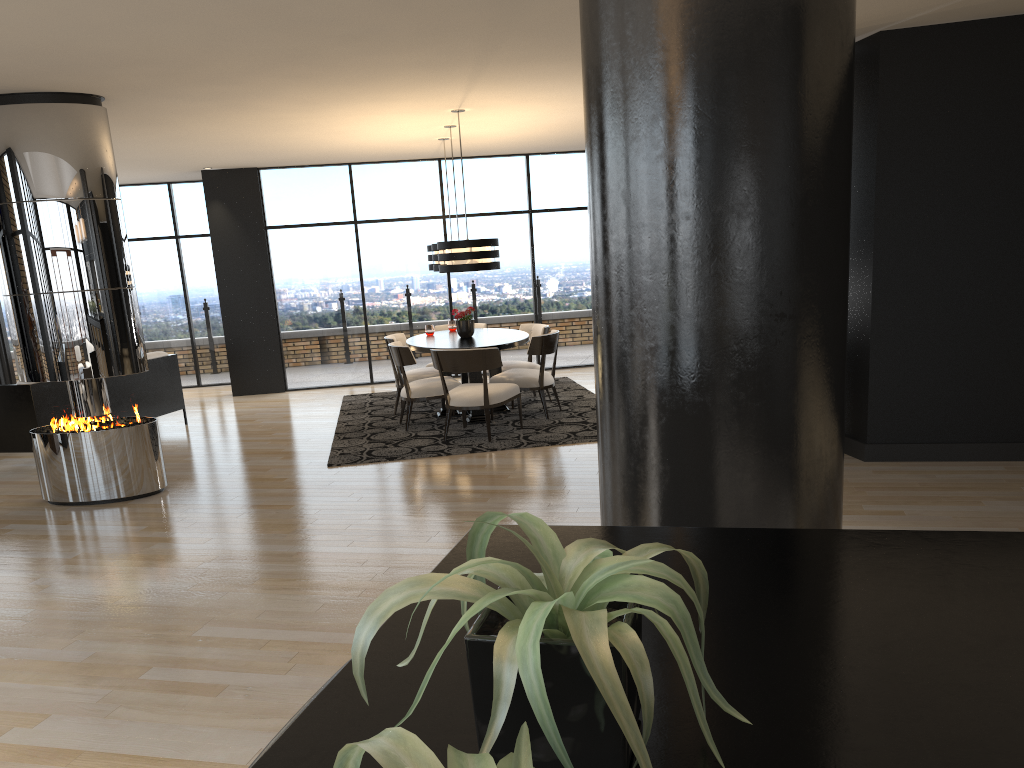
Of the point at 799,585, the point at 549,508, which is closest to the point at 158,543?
the point at 549,508

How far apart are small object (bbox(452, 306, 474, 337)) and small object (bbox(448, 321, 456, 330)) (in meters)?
0.84

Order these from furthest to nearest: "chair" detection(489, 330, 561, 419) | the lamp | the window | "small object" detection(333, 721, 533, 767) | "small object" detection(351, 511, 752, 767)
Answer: the window → "chair" detection(489, 330, 561, 419) → the lamp → "small object" detection(351, 511, 752, 767) → "small object" detection(333, 721, 533, 767)

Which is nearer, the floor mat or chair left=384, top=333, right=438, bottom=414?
the floor mat

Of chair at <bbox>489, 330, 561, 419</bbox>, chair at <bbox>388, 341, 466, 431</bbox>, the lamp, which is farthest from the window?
the lamp

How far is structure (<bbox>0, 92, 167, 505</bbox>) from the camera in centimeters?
584cm

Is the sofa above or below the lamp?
below

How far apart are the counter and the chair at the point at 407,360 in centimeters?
641cm

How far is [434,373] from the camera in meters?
8.9 m

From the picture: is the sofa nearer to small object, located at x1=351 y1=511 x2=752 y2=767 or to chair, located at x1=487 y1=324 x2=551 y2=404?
chair, located at x1=487 y1=324 x2=551 y2=404
